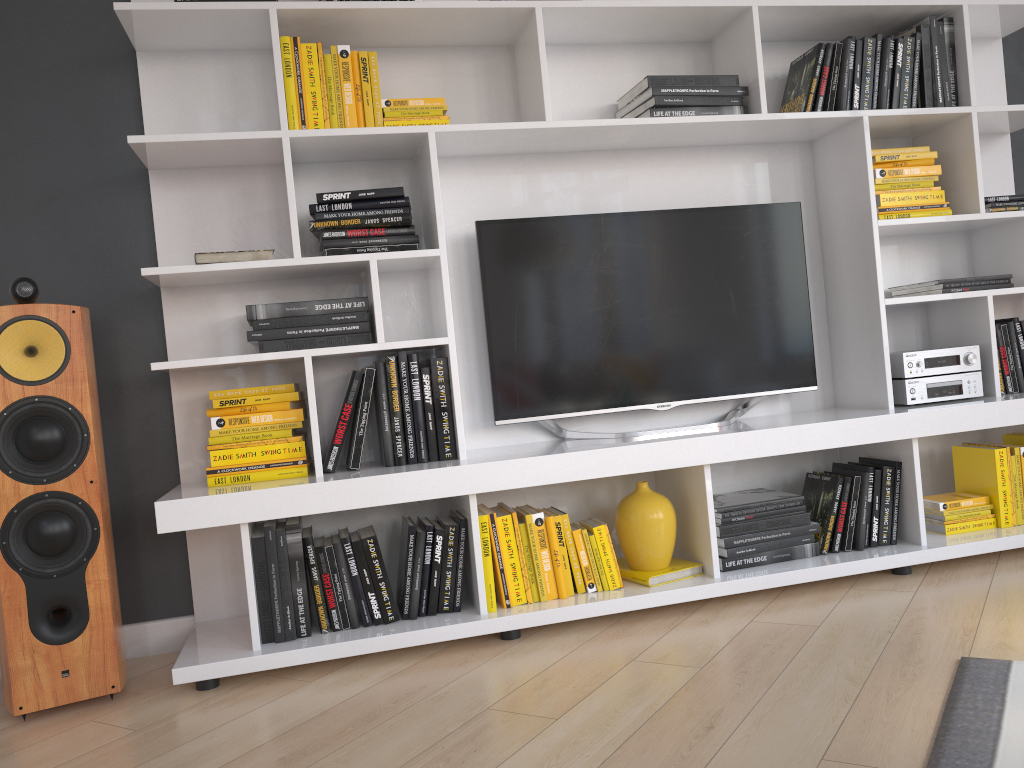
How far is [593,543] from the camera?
2.55m

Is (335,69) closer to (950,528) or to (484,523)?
(484,523)

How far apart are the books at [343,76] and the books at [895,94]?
1.7 meters

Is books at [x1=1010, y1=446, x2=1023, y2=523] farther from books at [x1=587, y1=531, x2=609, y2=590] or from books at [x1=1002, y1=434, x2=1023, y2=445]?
books at [x1=587, y1=531, x2=609, y2=590]

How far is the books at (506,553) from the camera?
2.5 meters

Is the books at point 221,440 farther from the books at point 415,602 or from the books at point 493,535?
the books at point 493,535

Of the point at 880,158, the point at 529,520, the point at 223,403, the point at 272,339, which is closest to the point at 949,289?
the point at 880,158

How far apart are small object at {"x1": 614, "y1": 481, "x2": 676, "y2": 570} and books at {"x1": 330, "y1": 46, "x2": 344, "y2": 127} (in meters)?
1.36

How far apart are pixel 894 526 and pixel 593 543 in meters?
1.0

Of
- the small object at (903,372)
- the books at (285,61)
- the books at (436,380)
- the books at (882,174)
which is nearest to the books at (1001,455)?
the small object at (903,372)
